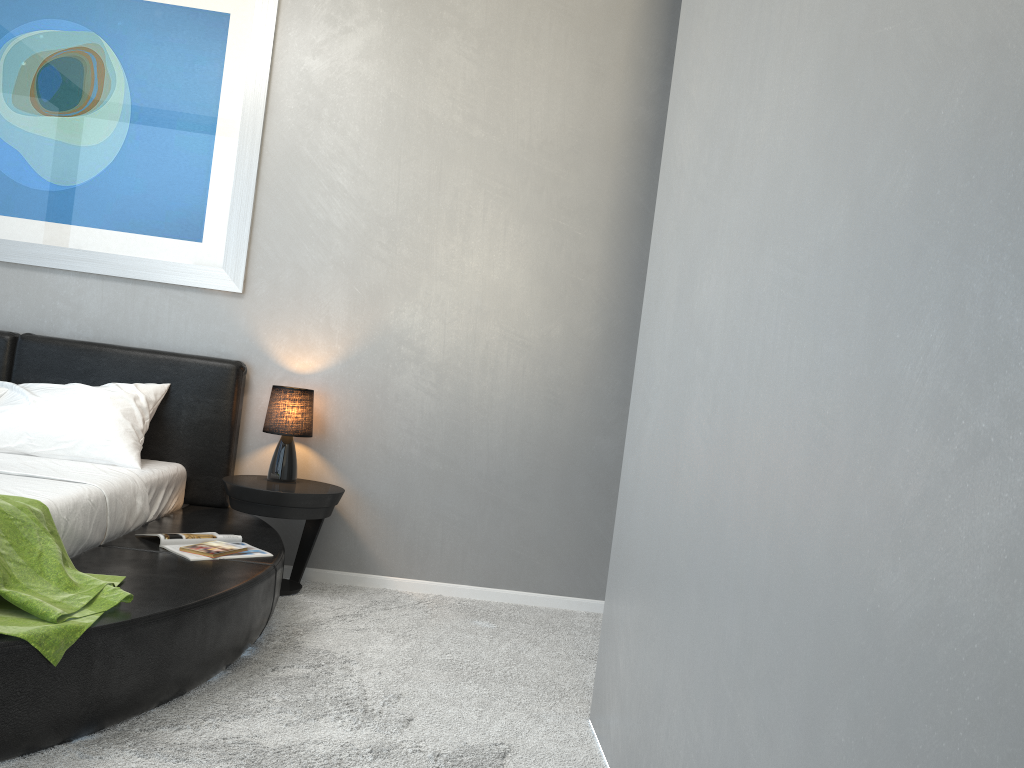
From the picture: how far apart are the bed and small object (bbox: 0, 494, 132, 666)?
0.0 meters

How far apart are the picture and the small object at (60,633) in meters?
1.6 m

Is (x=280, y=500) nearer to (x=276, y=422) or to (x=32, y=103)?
(x=276, y=422)

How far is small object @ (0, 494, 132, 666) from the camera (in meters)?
1.94

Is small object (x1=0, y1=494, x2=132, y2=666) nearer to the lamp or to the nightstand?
the nightstand

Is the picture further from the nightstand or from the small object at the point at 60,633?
the small object at the point at 60,633

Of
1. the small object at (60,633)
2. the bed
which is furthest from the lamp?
the small object at (60,633)

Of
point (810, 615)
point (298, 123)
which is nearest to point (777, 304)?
point (810, 615)

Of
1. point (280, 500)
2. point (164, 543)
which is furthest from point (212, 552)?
point (280, 500)

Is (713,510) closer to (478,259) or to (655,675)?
(655,675)
